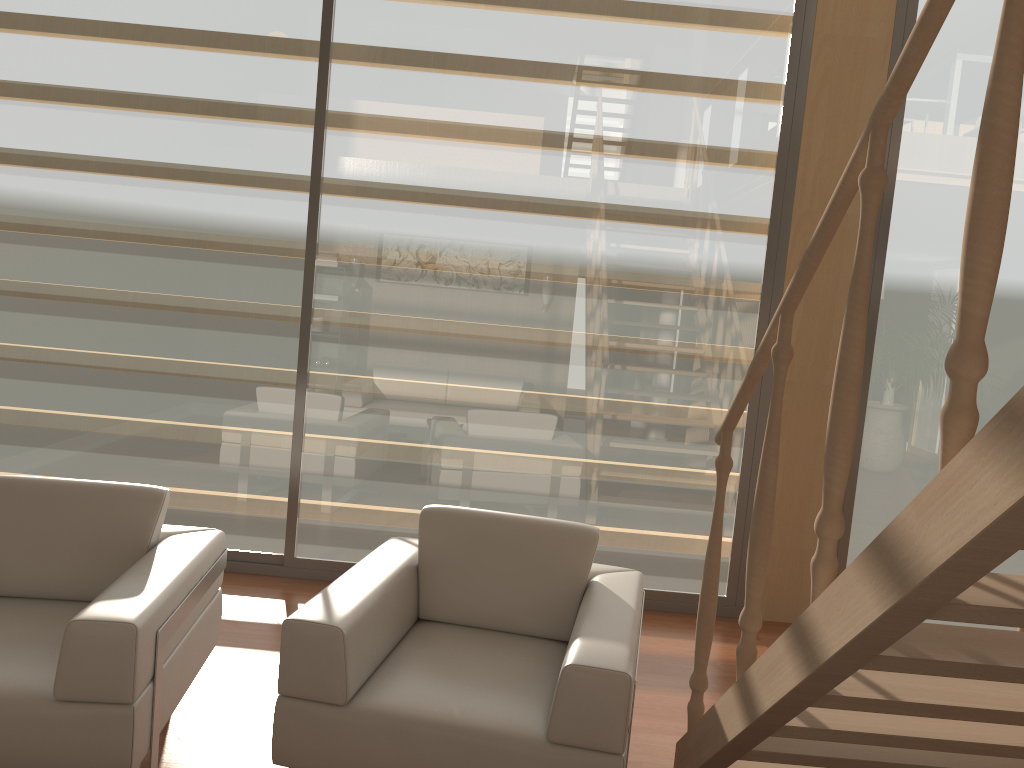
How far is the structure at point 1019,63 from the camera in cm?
118

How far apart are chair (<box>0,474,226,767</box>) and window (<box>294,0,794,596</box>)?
1.3m

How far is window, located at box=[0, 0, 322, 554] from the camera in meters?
4.1

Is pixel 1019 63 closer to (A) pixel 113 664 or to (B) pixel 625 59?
(A) pixel 113 664

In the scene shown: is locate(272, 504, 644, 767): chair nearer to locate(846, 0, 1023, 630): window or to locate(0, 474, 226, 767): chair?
locate(0, 474, 226, 767): chair

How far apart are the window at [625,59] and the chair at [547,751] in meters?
1.2 m

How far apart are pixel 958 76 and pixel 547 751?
3.6 meters

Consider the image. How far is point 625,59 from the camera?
4.06m

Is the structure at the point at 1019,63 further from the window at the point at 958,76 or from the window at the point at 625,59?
the window at the point at 958,76

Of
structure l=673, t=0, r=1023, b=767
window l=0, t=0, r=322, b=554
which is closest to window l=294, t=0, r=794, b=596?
window l=0, t=0, r=322, b=554
